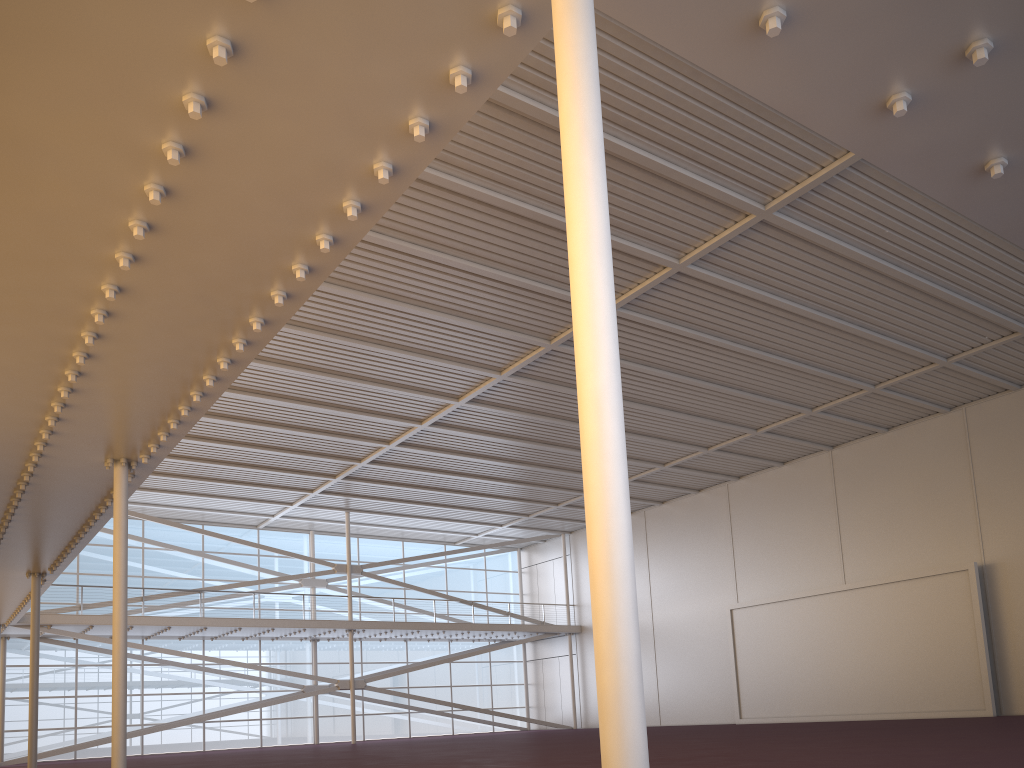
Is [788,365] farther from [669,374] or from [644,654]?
[644,654]
